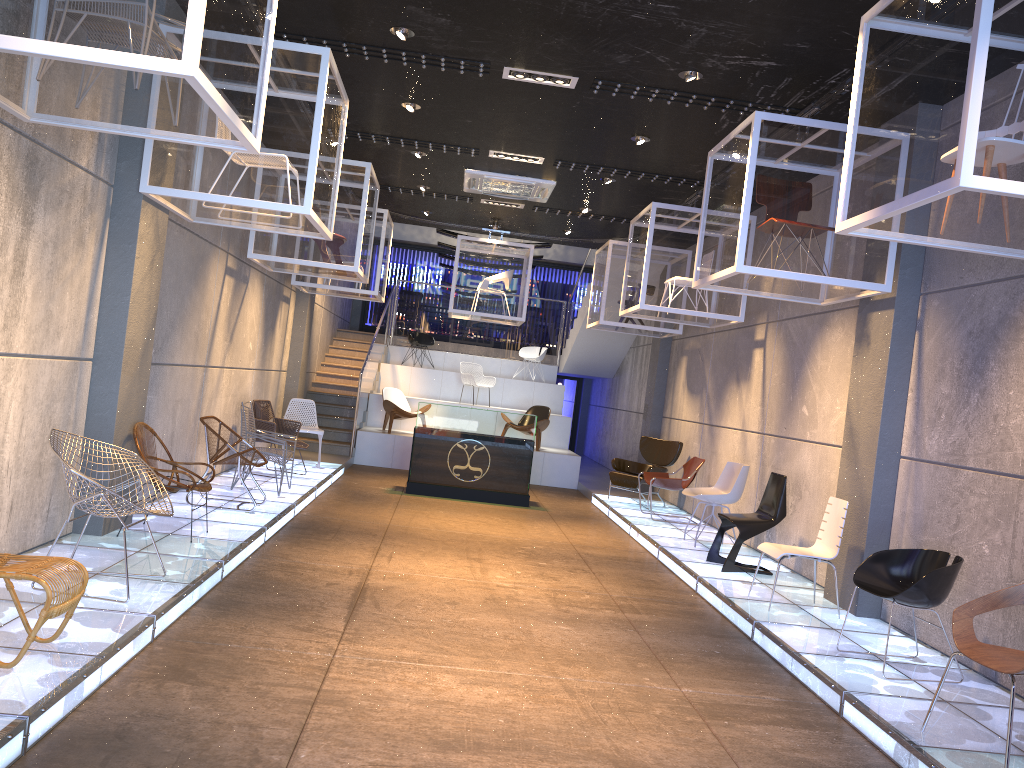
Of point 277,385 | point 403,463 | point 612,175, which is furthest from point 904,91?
point 403,463

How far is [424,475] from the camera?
11.6 meters

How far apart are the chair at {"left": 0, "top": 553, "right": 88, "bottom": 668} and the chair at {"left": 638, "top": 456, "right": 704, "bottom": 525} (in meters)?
7.65

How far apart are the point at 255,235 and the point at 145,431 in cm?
346

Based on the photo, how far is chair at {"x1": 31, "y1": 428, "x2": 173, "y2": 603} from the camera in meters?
4.6 m

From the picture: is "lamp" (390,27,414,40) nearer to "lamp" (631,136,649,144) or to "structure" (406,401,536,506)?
"lamp" (631,136,649,144)

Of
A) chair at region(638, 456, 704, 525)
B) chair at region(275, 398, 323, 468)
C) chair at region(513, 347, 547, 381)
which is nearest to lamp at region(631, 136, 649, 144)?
chair at region(638, 456, 704, 525)

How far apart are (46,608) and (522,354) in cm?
1536

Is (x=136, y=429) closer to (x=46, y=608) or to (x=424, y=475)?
(x=46, y=608)

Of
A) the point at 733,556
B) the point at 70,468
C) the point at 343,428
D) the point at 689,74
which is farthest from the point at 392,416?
the point at 70,468
